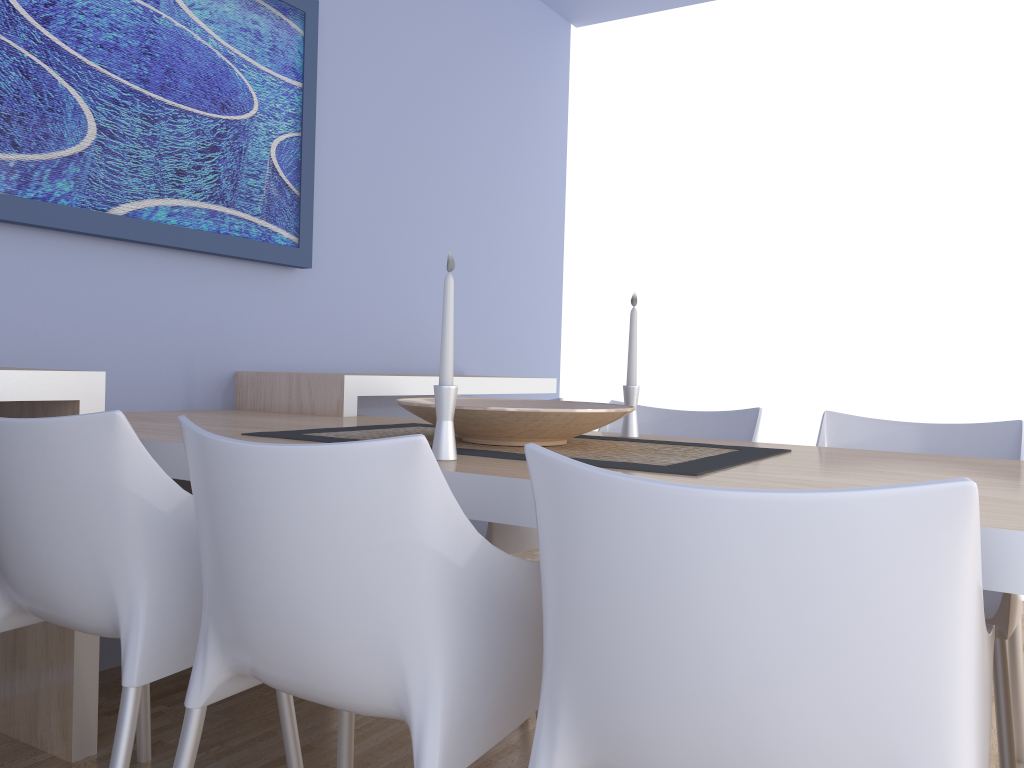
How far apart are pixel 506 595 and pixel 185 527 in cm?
58

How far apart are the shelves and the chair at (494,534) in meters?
0.5 m

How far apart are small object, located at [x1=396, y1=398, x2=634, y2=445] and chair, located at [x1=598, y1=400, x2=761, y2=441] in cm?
49

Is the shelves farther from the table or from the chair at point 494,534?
the chair at point 494,534

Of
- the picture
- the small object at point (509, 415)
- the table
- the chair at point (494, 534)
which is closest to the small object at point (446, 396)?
the table

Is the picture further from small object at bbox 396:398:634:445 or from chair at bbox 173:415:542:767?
chair at bbox 173:415:542:767

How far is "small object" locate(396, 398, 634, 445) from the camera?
1.61m

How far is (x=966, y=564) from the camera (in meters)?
0.76

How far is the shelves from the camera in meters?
1.9 m

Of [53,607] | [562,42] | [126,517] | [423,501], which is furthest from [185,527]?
[562,42]
